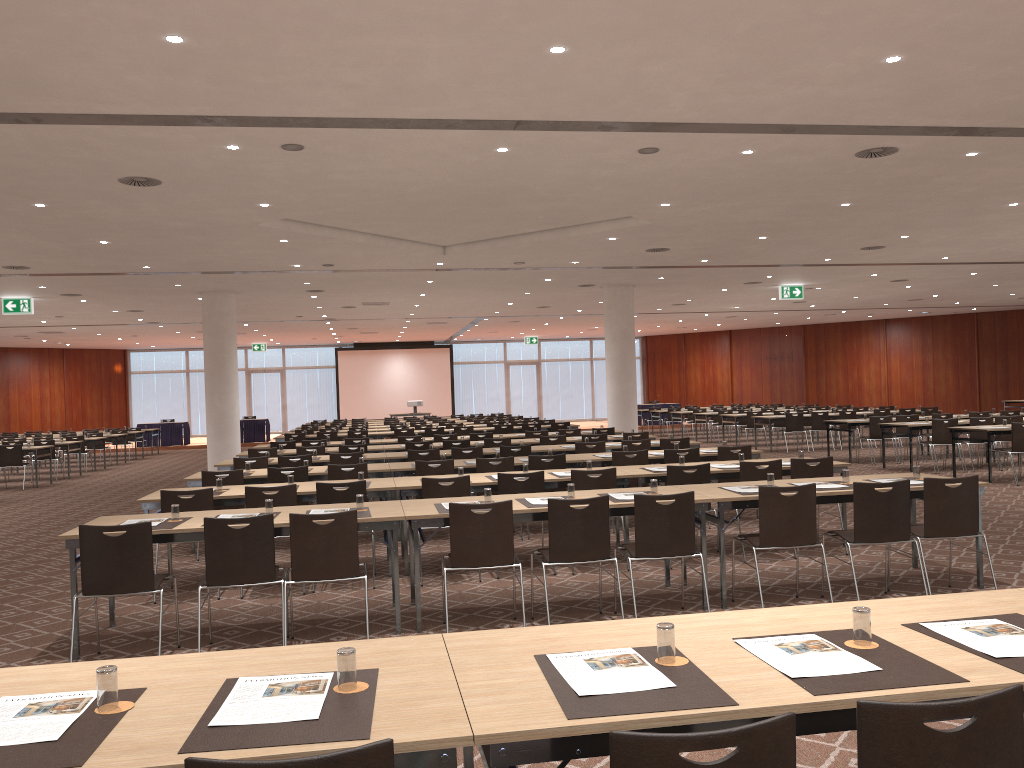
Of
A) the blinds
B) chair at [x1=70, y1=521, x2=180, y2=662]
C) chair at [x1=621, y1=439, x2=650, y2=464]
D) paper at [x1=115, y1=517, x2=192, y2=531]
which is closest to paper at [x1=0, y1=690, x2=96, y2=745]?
chair at [x1=70, y1=521, x2=180, y2=662]

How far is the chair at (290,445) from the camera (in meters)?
15.49

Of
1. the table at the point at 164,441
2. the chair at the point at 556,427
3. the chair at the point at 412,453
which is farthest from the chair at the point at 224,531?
the table at the point at 164,441

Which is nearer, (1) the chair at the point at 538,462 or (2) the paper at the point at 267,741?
(2) the paper at the point at 267,741

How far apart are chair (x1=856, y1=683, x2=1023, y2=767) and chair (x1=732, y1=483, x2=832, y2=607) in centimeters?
427cm

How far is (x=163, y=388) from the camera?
38.0 meters

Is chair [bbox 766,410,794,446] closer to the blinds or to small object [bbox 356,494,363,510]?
small object [bbox 356,494,363,510]

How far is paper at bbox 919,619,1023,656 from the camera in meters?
2.7

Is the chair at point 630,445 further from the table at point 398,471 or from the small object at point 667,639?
the small object at point 667,639

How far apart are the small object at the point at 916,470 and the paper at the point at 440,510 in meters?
3.9
